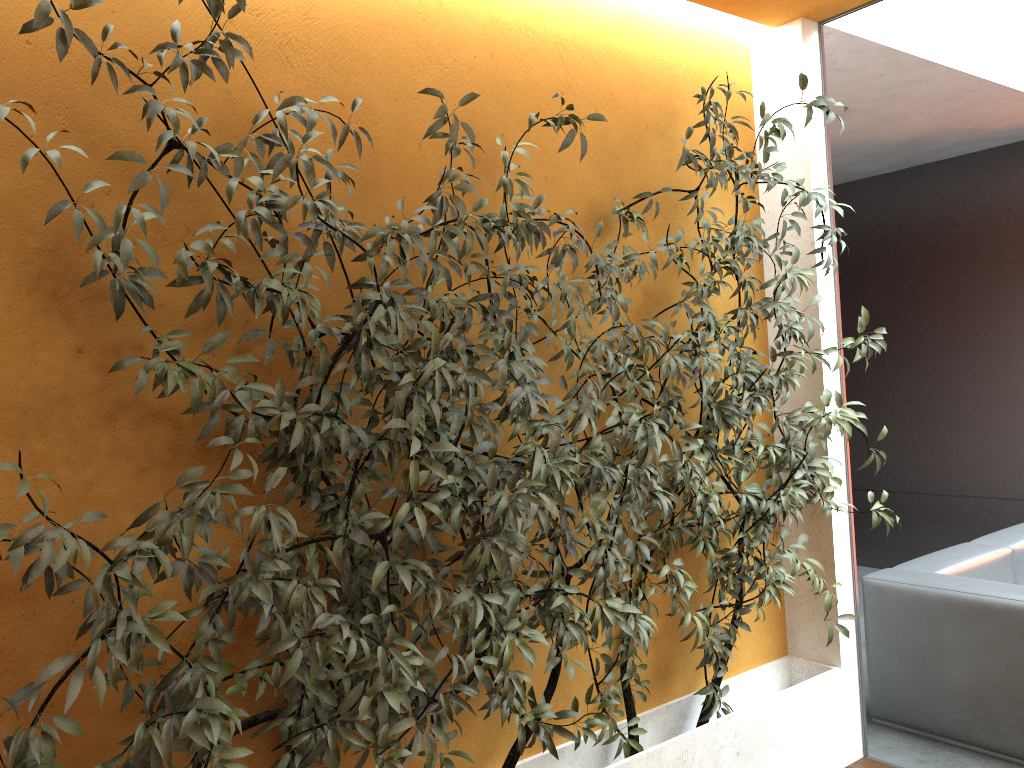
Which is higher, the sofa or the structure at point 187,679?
the structure at point 187,679

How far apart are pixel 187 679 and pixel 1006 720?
3.2 meters

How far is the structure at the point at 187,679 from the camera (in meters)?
1.83

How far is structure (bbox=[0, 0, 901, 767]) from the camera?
1.83m

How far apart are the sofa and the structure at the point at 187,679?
0.60m

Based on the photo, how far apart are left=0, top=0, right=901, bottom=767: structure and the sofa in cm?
60

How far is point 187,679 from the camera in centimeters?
183cm

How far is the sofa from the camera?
3.5m

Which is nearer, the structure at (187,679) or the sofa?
the structure at (187,679)
